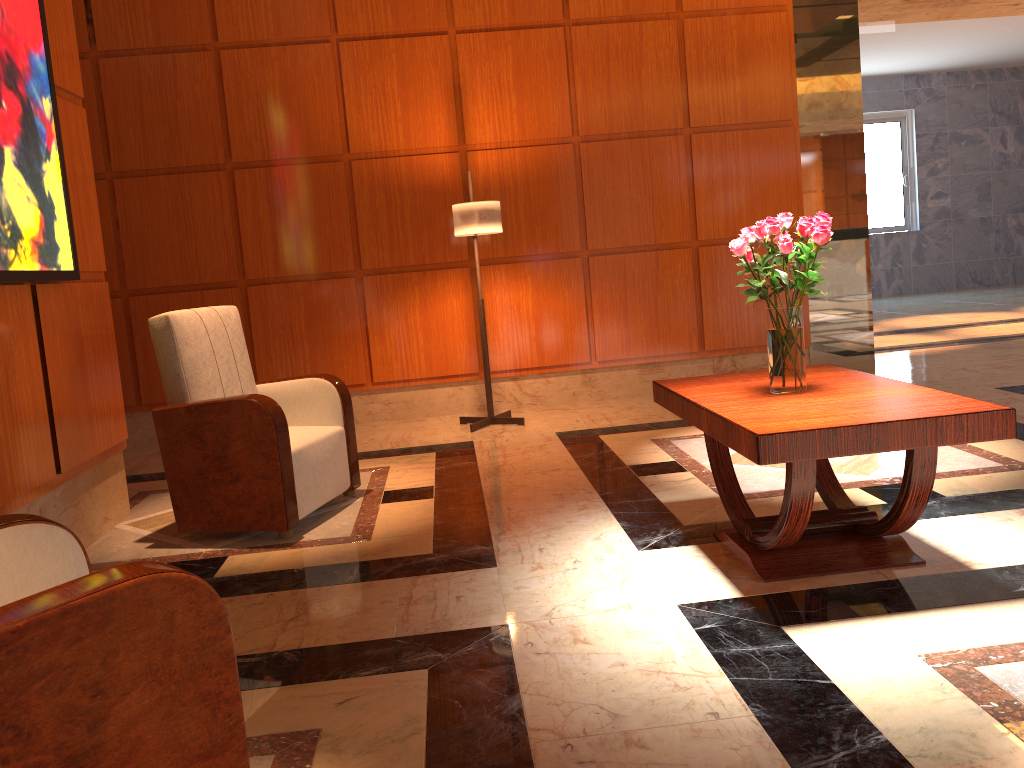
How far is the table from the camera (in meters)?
2.38

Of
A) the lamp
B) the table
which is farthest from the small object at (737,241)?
the lamp

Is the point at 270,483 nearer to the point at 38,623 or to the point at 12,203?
the point at 12,203

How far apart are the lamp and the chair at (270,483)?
1.5 meters

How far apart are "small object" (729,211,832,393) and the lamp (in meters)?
2.58

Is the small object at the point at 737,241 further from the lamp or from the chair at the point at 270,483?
the lamp

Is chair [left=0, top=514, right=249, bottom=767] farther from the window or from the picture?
the window

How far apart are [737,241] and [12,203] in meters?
2.5 m

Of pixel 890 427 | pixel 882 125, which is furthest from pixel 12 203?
pixel 882 125

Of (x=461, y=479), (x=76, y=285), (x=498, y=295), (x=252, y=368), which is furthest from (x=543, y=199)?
(x=76, y=285)
